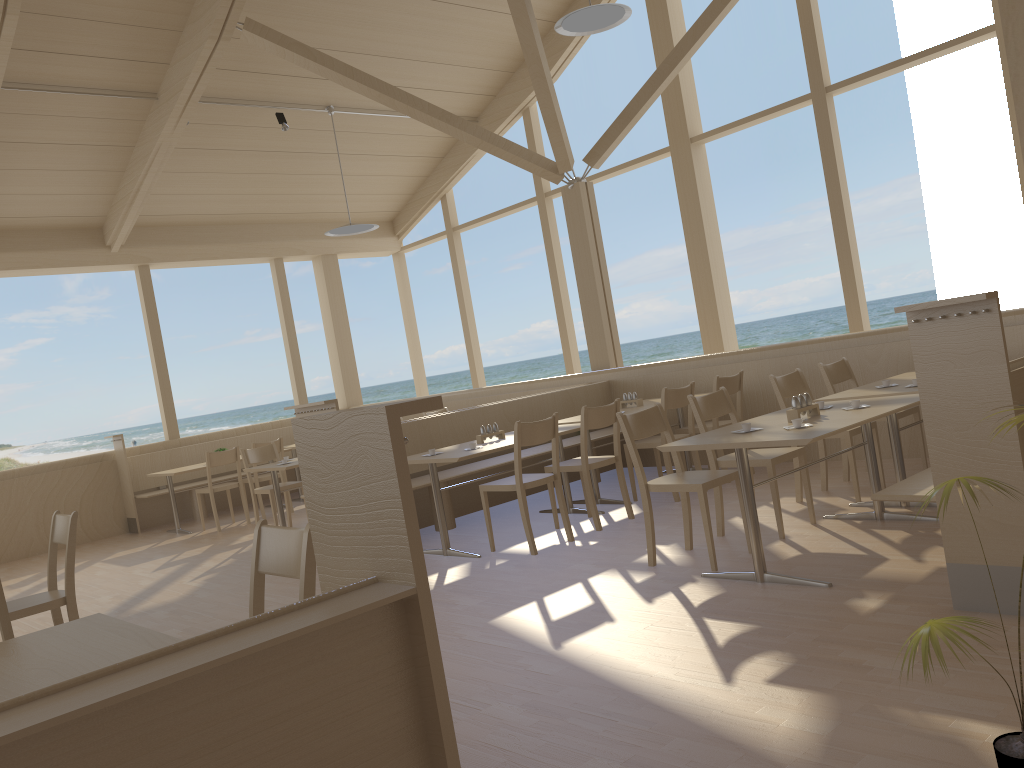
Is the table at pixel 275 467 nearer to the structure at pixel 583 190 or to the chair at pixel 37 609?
the chair at pixel 37 609

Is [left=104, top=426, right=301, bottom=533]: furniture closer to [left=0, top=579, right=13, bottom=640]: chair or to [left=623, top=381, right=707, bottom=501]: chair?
[left=623, top=381, right=707, bottom=501]: chair

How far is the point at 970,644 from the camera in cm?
281

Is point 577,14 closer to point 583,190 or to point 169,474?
point 583,190

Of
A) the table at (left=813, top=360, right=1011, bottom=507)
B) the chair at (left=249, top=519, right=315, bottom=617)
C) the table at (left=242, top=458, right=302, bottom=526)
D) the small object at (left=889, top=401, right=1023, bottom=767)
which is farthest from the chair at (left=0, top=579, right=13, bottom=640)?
the table at (left=242, top=458, right=302, bottom=526)

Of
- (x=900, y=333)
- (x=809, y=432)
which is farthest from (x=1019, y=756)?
(x=900, y=333)

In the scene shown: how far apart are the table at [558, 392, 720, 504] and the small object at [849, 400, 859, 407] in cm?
249

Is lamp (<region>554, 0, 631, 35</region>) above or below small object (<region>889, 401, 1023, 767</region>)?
above

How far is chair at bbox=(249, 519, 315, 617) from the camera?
2.4m

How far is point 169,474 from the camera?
8.79m
